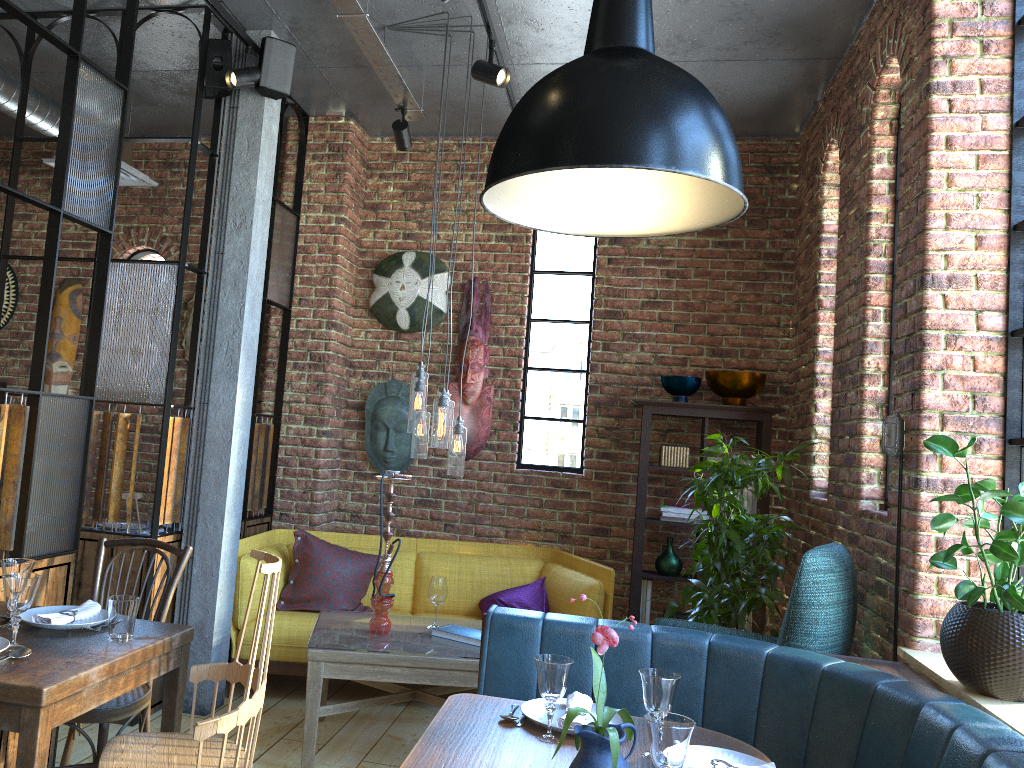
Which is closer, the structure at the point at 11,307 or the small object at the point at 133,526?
the small object at the point at 133,526

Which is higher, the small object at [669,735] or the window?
the window

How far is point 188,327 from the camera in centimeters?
576cm

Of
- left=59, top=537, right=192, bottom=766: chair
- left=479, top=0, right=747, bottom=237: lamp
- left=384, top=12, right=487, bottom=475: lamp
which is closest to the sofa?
left=384, top=12, right=487, bottom=475: lamp

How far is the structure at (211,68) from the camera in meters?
4.1

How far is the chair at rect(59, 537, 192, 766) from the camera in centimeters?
269cm

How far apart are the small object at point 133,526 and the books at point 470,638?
1.9m

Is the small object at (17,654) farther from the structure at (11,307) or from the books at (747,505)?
the structure at (11,307)

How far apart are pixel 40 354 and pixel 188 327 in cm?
278

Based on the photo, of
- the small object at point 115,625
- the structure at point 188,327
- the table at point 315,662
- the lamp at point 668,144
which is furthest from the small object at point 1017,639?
the structure at point 188,327
